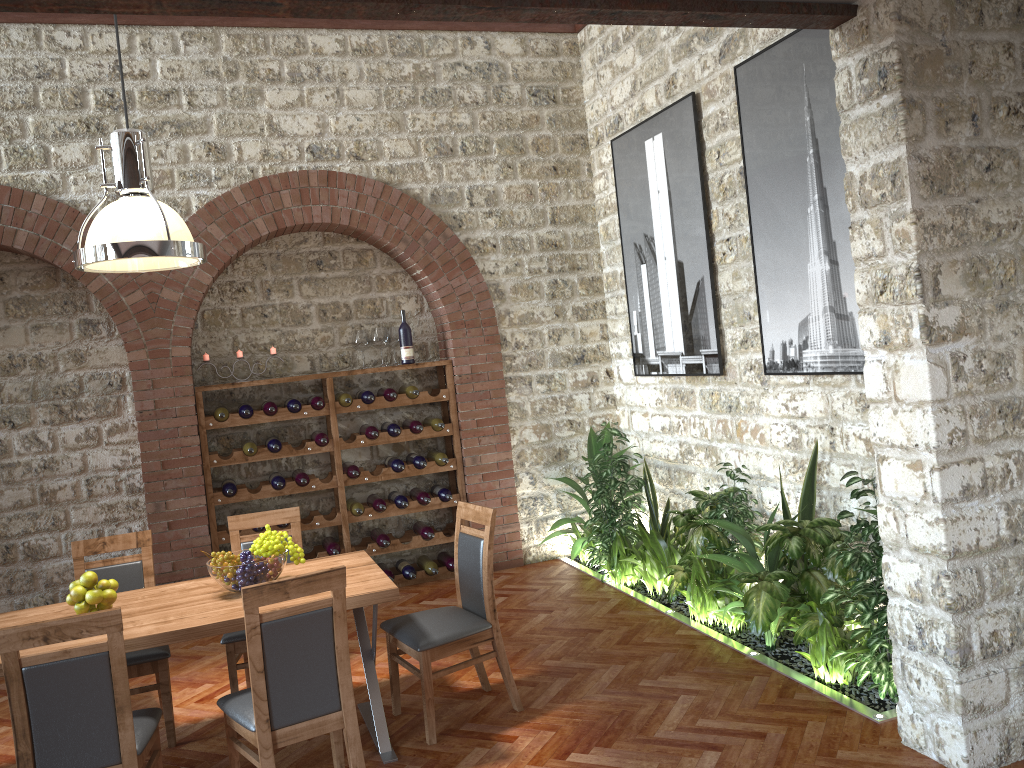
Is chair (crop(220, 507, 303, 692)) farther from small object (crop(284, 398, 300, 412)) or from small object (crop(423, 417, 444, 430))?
small object (crop(423, 417, 444, 430))

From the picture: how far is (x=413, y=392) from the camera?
6.8m

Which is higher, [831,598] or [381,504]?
[381,504]

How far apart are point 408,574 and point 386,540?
0.3m

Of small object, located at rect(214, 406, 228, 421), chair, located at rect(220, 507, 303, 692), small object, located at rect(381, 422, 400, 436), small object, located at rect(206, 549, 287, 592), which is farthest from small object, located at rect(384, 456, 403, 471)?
small object, located at rect(206, 549, 287, 592)

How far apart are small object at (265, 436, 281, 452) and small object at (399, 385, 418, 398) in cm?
104

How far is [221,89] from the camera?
6.4m

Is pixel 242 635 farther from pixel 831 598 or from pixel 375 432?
pixel 831 598

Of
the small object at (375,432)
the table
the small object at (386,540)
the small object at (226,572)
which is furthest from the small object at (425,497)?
the small object at (226,572)

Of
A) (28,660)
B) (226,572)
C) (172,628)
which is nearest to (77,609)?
(172,628)
